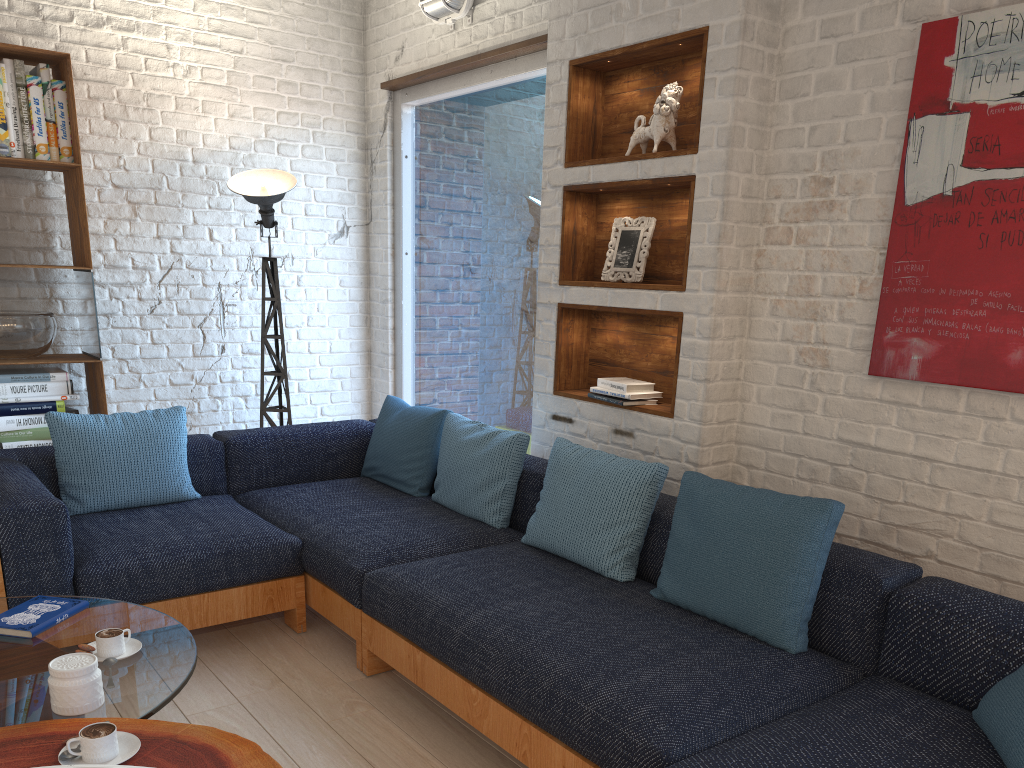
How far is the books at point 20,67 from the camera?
3.8 meters

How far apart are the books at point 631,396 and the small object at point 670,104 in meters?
0.9 m

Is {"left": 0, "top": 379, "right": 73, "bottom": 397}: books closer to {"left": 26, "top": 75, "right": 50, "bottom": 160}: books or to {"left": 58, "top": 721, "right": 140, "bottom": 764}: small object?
{"left": 26, "top": 75, "right": 50, "bottom": 160}: books

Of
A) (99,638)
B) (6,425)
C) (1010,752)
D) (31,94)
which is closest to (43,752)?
(99,638)

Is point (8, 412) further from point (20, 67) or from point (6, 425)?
point (20, 67)

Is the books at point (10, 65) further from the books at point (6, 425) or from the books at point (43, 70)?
the books at point (6, 425)

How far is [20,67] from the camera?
3.8m

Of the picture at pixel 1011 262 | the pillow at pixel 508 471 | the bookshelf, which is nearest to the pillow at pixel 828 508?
the pillow at pixel 508 471

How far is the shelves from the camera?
3.12m

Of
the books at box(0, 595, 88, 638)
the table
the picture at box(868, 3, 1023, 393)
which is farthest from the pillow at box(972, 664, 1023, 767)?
the books at box(0, 595, 88, 638)
